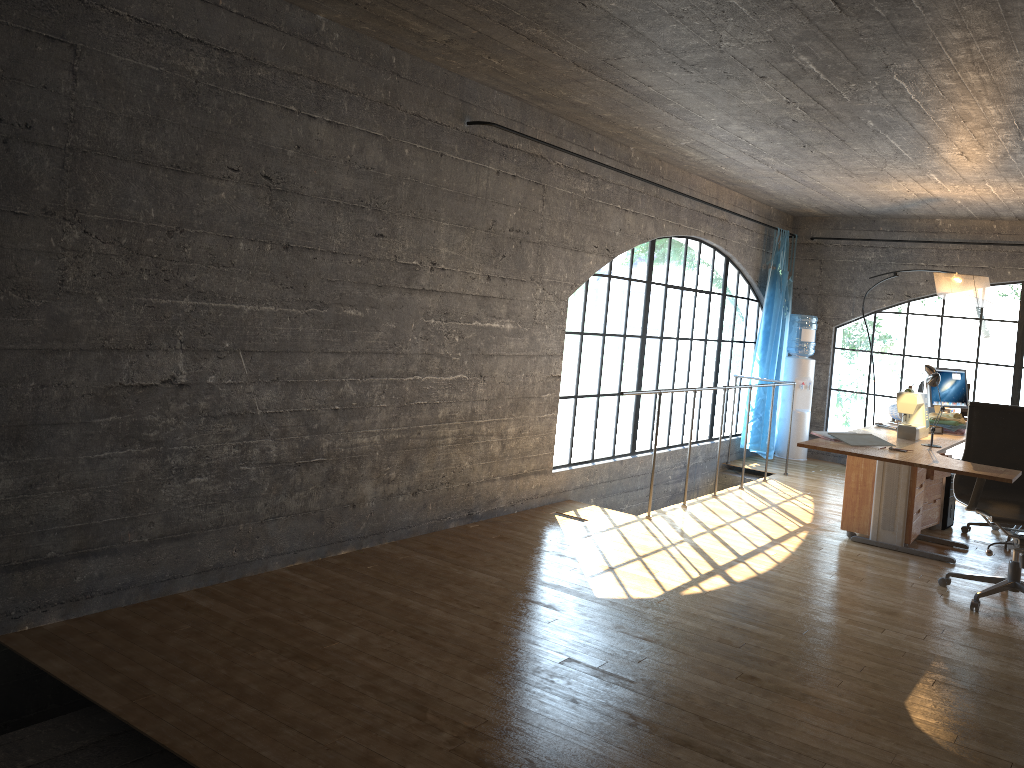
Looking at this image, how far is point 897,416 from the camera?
6.01m

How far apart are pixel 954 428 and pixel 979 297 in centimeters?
137cm

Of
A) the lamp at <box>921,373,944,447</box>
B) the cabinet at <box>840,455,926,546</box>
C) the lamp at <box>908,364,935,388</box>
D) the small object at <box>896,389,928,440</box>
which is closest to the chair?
the lamp at <box>921,373,944,447</box>

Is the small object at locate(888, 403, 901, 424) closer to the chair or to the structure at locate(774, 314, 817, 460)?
the chair

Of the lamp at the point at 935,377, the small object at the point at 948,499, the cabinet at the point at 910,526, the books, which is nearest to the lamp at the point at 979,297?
the small object at the point at 948,499

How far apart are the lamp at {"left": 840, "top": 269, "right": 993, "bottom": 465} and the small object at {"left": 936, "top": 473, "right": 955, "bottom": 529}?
1.32m

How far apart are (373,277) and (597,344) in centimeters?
3015cm

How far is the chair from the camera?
4.56m

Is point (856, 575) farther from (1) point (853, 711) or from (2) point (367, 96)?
(2) point (367, 96)

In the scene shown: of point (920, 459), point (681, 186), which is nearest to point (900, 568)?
point (920, 459)
